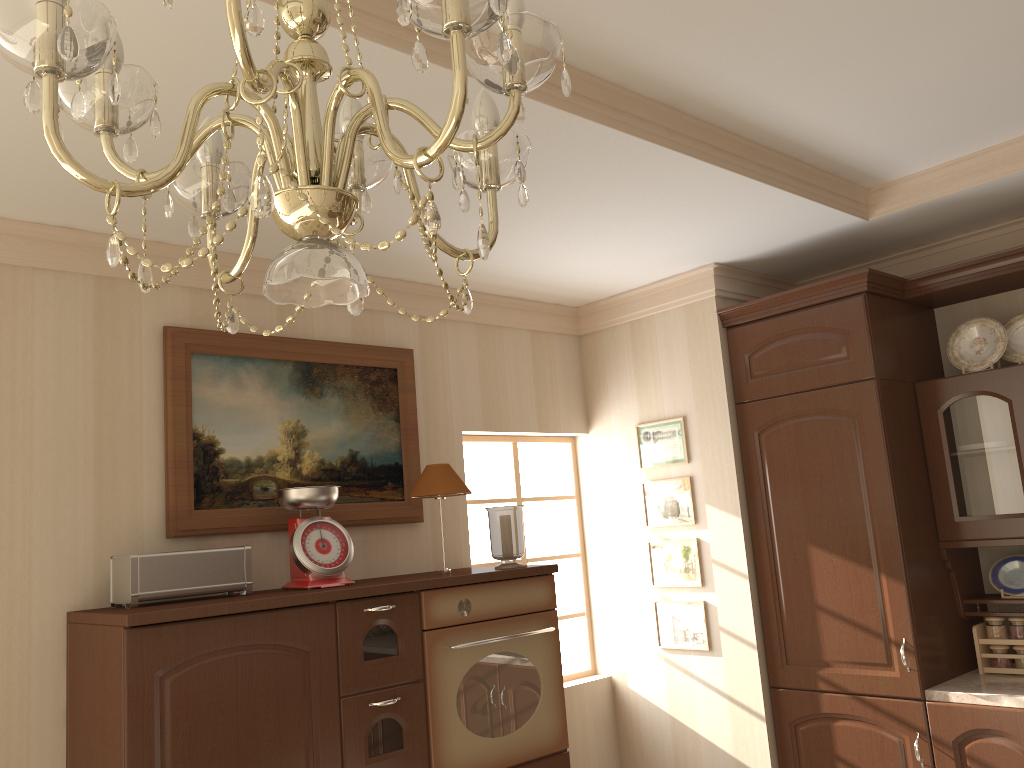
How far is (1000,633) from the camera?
3.2m

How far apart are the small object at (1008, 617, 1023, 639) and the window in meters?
1.7

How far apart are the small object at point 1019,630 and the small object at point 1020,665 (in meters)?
0.04

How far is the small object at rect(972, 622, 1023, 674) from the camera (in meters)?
3.20

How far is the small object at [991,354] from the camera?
3.27m

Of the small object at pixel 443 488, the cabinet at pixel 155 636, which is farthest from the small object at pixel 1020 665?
the small object at pixel 443 488

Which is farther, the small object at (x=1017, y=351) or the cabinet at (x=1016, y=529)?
the small object at (x=1017, y=351)

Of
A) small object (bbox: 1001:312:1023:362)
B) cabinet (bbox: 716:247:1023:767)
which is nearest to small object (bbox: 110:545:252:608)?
cabinet (bbox: 716:247:1023:767)

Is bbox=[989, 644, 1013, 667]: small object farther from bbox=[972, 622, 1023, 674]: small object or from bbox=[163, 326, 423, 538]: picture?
bbox=[163, 326, 423, 538]: picture

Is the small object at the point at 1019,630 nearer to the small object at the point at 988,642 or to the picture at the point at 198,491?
the small object at the point at 988,642
